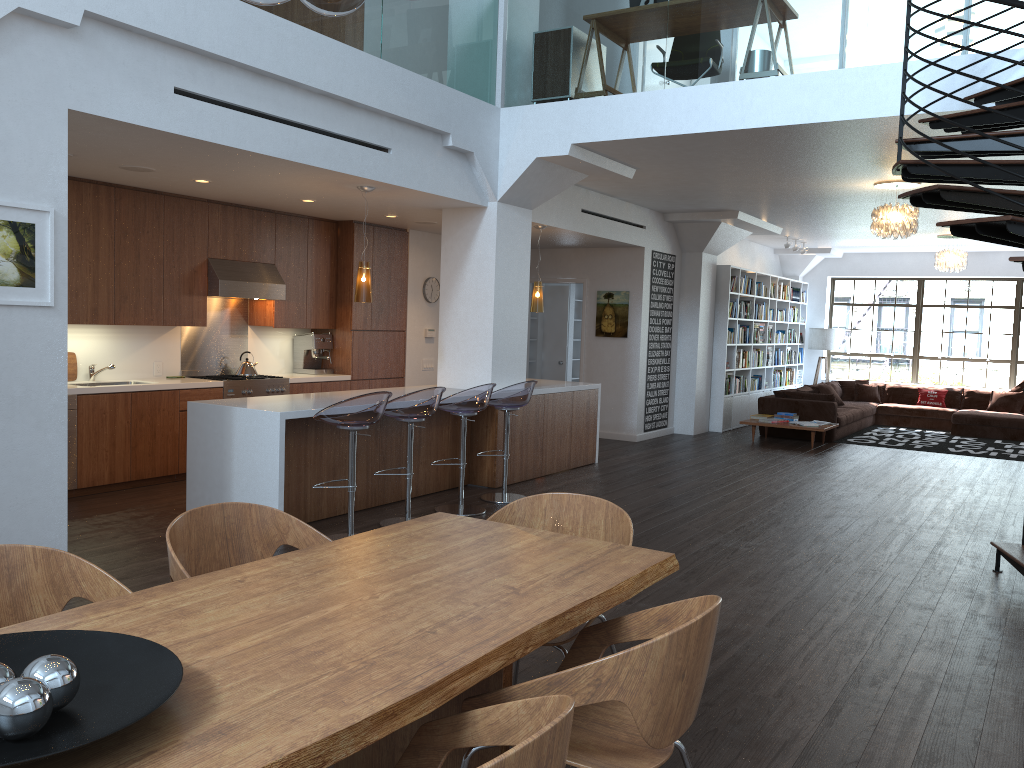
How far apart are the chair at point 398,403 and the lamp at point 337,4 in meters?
3.8 m

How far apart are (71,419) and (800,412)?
9.20m

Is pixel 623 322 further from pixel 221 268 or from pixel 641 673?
pixel 641 673

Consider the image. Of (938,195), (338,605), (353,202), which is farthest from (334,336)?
(338,605)

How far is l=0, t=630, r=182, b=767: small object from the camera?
1.45m

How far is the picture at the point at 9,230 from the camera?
4.3 meters

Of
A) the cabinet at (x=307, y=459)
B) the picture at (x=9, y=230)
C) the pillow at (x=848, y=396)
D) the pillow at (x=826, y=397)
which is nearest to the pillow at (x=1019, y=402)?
the pillow at (x=848, y=396)

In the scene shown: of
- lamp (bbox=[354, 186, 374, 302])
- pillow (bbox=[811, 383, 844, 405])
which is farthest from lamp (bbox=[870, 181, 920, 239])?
pillow (bbox=[811, 383, 844, 405])

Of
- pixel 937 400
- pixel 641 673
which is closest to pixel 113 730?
pixel 641 673

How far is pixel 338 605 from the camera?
2.3 meters
